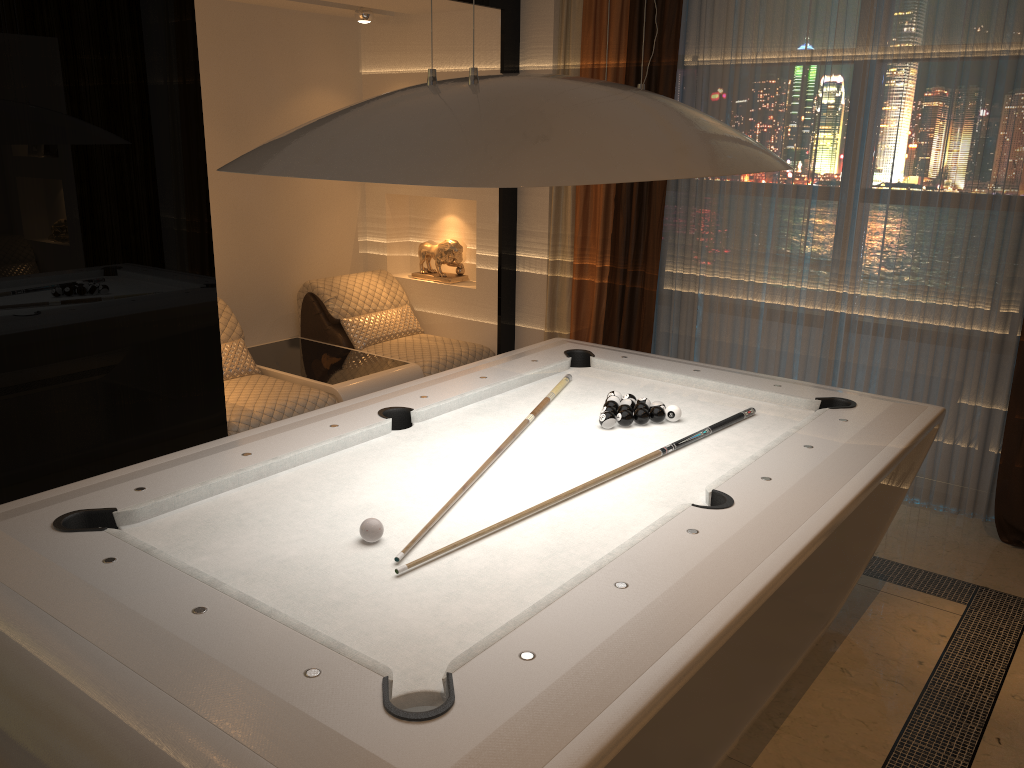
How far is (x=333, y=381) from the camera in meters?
4.5

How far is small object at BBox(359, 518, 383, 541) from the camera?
2.05m

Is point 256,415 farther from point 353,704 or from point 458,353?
point 353,704

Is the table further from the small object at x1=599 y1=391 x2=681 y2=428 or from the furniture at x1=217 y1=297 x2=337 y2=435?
the small object at x1=599 y1=391 x2=681 y2=428

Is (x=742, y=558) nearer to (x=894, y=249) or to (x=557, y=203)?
(x=894, y=249)

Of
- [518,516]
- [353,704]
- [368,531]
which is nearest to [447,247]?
[518,516]

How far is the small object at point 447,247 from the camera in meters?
5.5

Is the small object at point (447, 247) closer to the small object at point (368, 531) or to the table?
the table

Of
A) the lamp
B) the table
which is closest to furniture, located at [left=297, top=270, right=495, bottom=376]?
the table

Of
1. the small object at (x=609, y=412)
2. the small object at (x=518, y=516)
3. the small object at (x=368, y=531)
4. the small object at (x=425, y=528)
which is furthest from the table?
the small object at (x=368, y=531)
